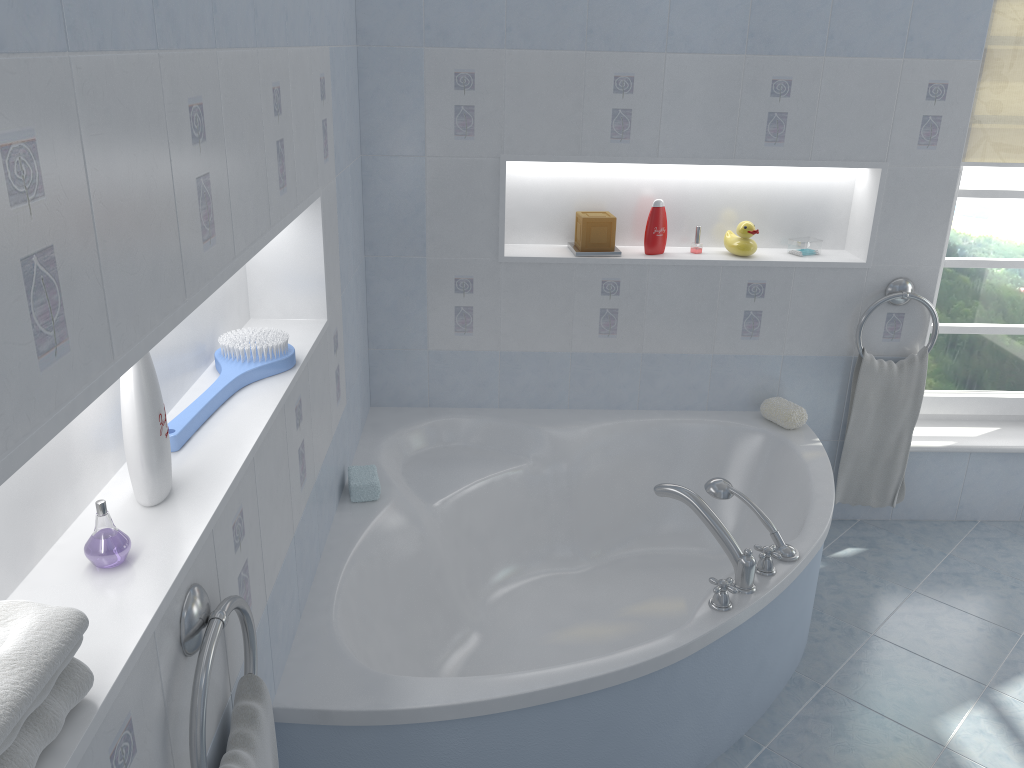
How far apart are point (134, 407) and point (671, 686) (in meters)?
1.33

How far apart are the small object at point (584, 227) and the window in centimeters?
125cm

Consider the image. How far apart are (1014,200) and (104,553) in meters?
3.2 m

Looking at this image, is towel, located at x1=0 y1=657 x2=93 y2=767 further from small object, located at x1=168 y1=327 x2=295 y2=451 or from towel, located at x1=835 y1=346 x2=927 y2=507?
towel, located at x1=835 y1=346 x2=927 y2=507

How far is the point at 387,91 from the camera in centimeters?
281cm

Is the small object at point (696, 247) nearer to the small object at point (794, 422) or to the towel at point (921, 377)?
the small object at point (794, 422)

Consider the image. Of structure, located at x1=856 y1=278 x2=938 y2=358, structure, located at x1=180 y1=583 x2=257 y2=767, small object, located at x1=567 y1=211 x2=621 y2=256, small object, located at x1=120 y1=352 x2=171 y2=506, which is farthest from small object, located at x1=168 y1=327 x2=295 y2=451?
structure, located at x1=856 y1=278 x2=938 y2=358

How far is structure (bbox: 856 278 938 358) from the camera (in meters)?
3.04

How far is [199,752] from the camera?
1.2 meters

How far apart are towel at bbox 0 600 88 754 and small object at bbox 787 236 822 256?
2.69m
